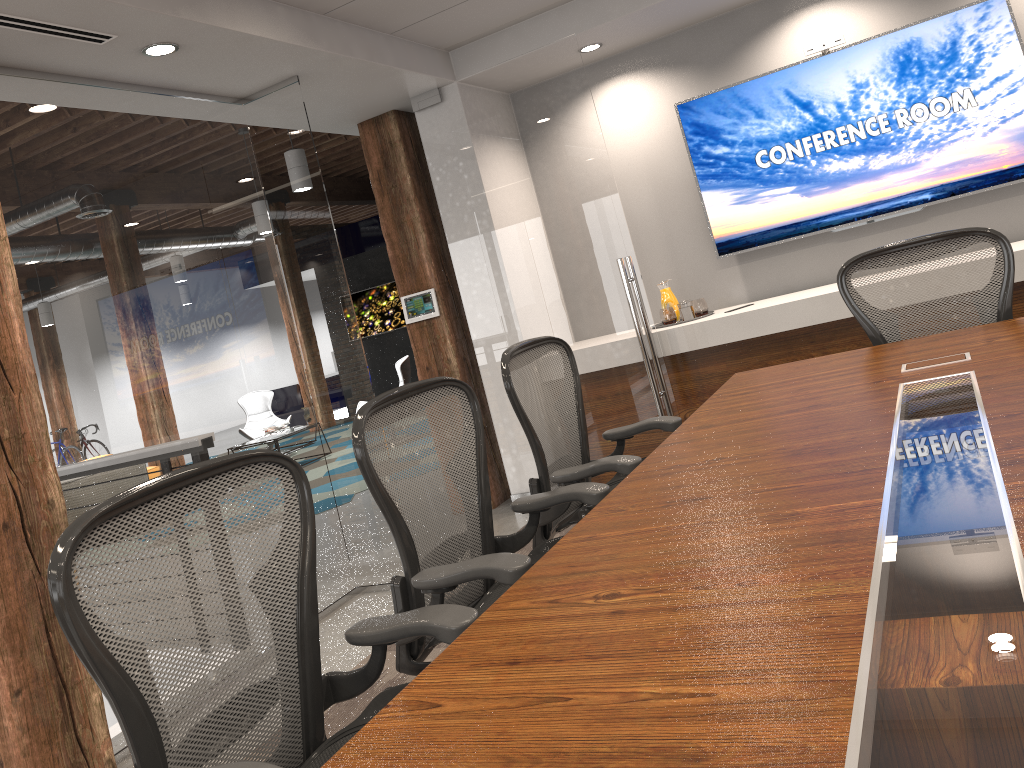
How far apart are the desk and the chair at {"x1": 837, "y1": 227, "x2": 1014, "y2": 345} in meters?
0.2 m

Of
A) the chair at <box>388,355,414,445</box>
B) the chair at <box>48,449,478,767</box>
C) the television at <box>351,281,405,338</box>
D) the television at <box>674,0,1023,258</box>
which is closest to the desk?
the chair at <box>48,449,478,767</box>

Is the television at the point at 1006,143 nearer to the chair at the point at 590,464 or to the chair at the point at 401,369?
the chair at the point at 590,464

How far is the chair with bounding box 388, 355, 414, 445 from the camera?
10.1m

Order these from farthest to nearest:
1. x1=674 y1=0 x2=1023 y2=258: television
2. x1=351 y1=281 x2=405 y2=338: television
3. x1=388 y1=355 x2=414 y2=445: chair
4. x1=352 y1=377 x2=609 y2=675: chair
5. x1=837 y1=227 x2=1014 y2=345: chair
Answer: x1=351 y1=281 x2=405 y2=338: television, x1=388 y1=355 x2=414 y2=445: chair, x1=674 y1=0 x2=1023 y2=258: television, x1=837 y1=227 x2=1014 y2=345: chair, x1=352 y1=377 x2=609 y2=675: chair

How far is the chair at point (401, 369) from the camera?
10.07m

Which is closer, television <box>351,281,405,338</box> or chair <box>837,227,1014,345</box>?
chair <box>837,227,1014,345</box>

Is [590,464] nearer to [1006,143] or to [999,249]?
[999,249]

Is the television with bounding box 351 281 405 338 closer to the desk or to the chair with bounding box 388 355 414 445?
the chair with bounding box 388 355 414 445

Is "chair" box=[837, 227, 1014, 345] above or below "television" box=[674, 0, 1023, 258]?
below
